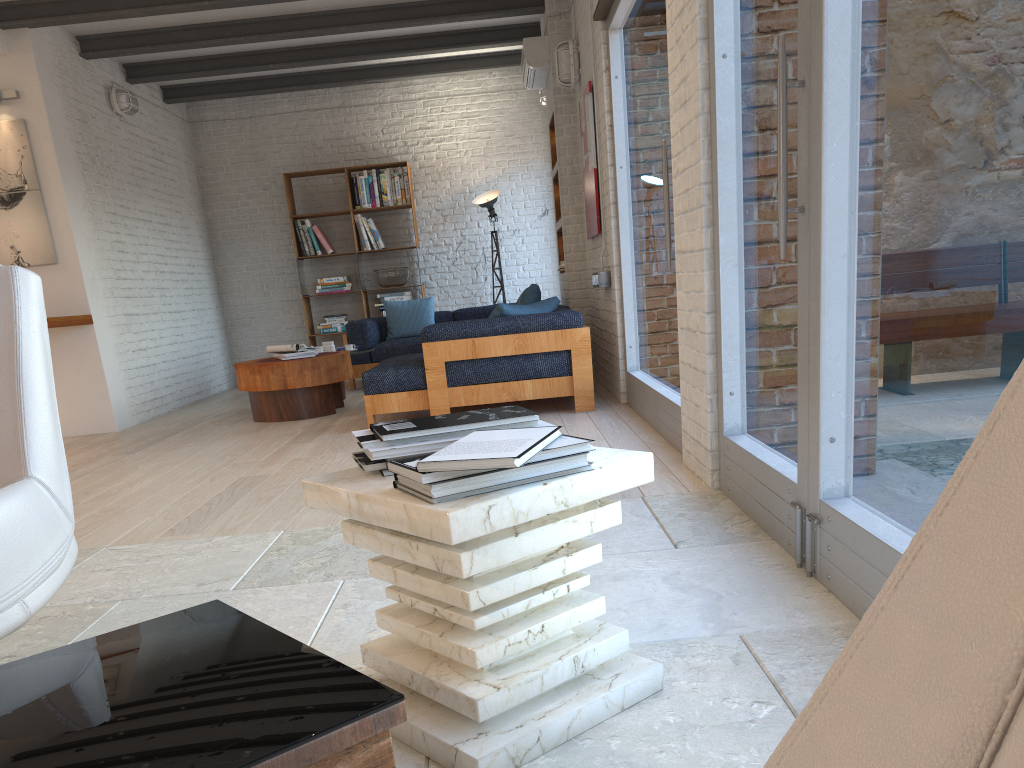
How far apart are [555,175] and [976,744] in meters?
7.8

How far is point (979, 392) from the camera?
1.58m

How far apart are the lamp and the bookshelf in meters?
1.4 m

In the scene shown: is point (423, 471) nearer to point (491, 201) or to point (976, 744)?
point (976, 744)

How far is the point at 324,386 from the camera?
6.8m

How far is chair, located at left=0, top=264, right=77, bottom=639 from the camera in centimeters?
177cm

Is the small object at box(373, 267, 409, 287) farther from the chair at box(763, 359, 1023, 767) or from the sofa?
the chair at box(763, 359, 1023, 767)

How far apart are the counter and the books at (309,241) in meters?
3.3

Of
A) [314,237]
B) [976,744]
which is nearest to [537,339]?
[314,237]

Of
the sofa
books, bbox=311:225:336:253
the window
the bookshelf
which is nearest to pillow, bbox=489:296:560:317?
the sofa
